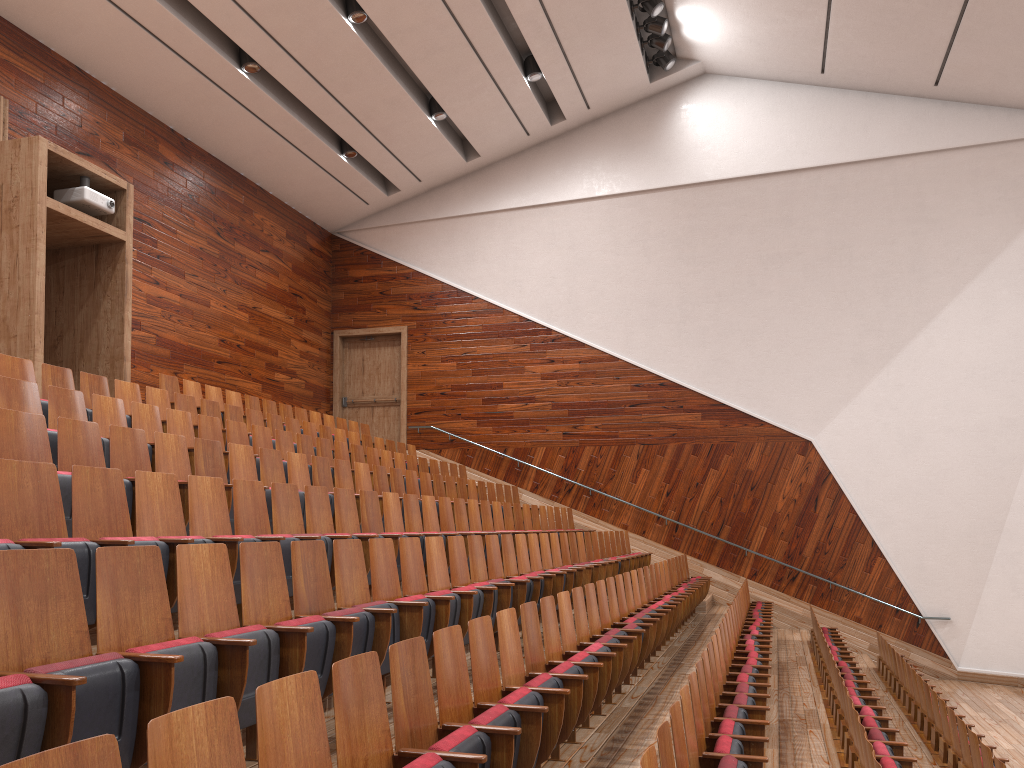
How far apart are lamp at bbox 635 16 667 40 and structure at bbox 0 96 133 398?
0.75m

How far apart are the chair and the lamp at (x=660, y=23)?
0.7m

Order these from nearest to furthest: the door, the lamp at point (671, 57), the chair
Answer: the chair → the lamp at point (671, 57) → the door

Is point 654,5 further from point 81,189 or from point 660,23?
point 81,189

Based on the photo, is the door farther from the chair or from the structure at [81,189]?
the structure at [81,189]

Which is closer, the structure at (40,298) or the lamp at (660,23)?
the structure at (40,298)

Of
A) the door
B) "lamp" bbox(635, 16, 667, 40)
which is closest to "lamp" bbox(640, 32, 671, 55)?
"lamp" bbox(635, 16, 667, 40)

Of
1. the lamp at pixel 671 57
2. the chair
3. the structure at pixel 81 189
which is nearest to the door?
the chair

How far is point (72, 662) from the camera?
0.2 meters

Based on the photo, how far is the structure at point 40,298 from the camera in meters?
0.8 m
